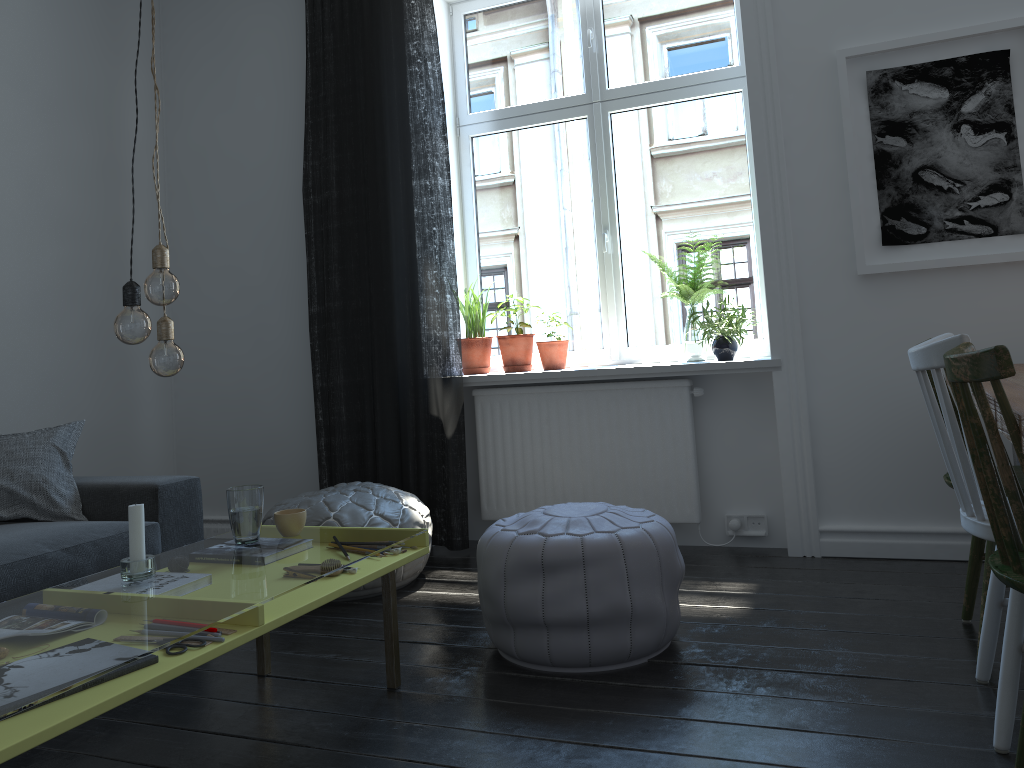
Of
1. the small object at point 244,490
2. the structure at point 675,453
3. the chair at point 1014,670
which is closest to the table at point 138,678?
the small object at point 244,490

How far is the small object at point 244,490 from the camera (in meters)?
2.39

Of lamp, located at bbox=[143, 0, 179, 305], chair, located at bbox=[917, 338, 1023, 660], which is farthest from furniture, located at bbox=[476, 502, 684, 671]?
lamp, located at bbox=[143, 0, 179, 305]

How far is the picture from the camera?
3.2m

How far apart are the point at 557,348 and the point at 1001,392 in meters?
2.8 m

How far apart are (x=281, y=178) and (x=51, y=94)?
1.1m

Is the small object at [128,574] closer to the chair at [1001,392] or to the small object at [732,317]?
the chair at [1001,392]

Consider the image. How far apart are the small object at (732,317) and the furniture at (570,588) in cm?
119

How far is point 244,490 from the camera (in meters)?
2.39

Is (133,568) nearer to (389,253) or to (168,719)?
(168,719)
